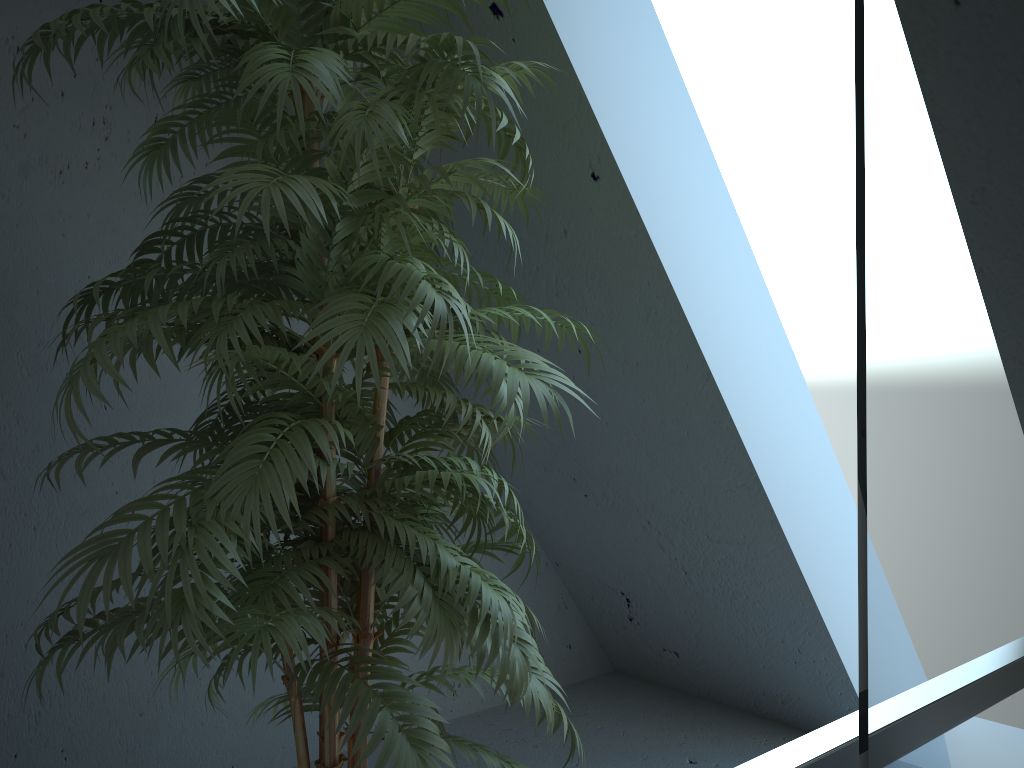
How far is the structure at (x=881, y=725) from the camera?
0.4m

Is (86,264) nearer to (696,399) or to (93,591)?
(93,591)

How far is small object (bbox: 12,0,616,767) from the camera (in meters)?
1.19

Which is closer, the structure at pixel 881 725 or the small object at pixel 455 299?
the structure at pixel 881 725

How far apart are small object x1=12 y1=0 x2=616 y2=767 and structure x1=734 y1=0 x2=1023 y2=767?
0.6 meters

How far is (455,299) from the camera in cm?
119

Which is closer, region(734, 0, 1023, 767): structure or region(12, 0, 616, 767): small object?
region(734, 0, 1023, 767): structure

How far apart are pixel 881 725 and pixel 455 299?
0.8 meters

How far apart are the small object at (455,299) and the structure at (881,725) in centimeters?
60cm
